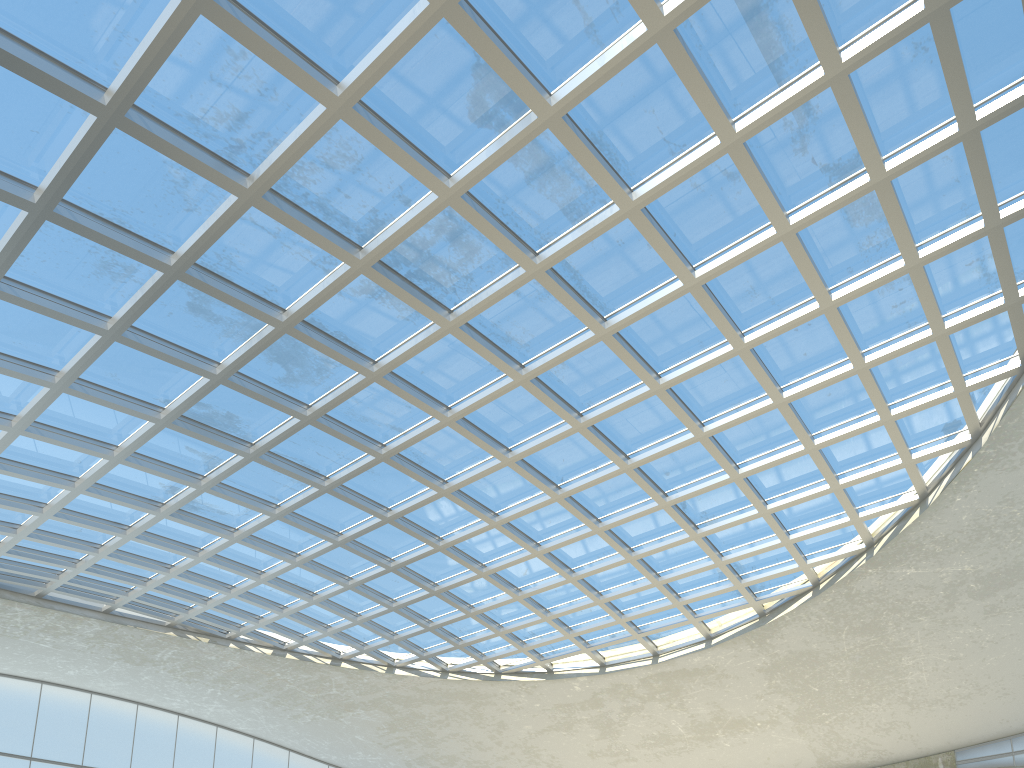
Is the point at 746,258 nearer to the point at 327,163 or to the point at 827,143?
the point at 827,143

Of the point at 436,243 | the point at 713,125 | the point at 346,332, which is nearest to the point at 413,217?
the point at 436,243

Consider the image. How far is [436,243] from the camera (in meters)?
42.07
